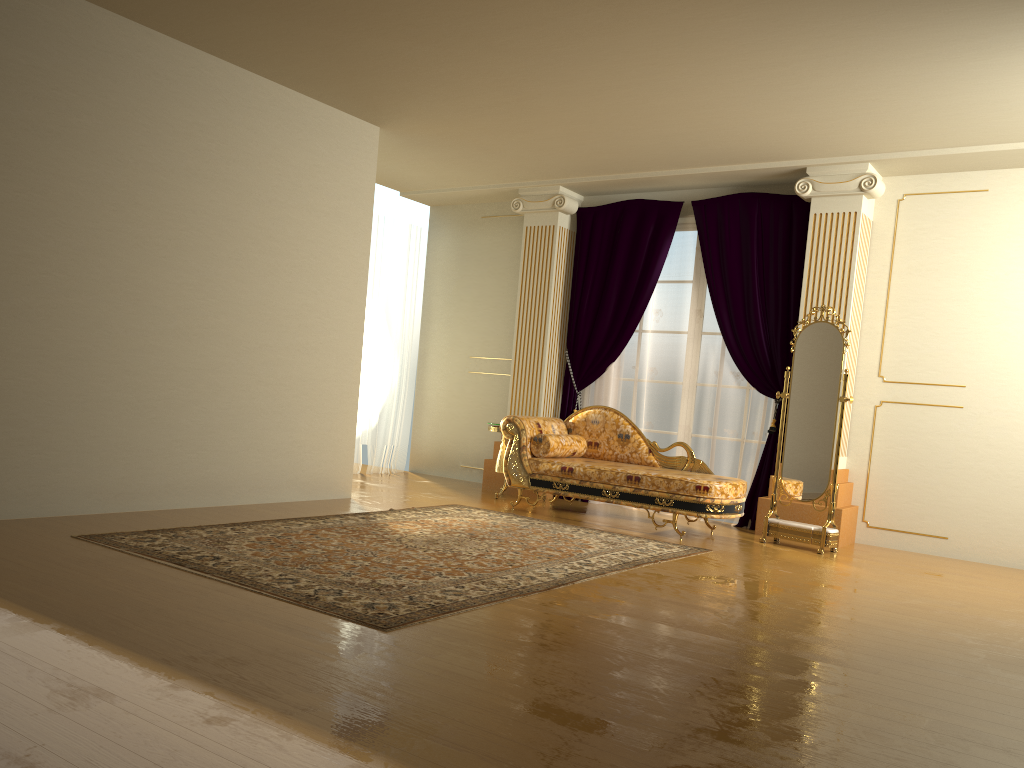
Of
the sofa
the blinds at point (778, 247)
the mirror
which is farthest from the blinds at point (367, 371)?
the mirror

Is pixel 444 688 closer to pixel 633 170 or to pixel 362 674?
pixel 362 674

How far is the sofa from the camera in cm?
597

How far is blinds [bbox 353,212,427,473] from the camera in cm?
859

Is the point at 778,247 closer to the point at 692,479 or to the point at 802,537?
the point at 692,479

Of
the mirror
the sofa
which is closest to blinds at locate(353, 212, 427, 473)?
→ the sofa

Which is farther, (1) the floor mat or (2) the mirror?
(2) the mirror

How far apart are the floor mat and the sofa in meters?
0.4

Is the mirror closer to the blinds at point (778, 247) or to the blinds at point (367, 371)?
the blinds at point (778, 247)

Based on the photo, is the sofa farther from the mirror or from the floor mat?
the floor mat
